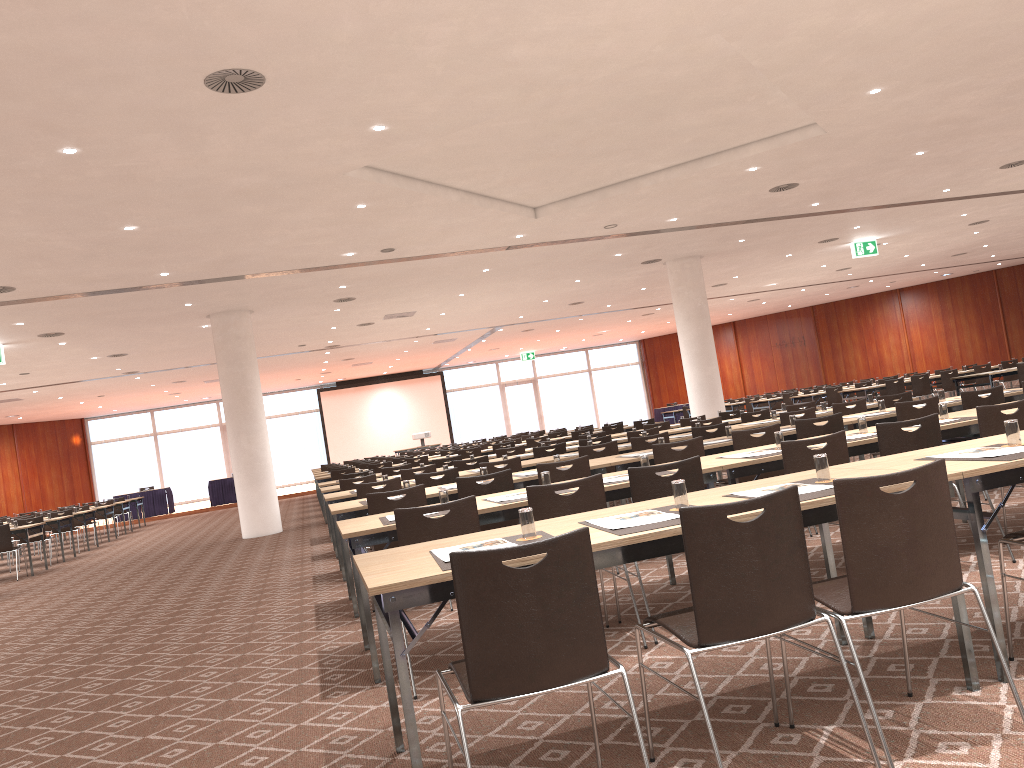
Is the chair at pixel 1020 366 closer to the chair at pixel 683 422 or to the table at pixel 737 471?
the chair at pixel 683 422

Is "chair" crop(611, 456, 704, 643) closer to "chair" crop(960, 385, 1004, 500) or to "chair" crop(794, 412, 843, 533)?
"chair" crop(794, 412, 843, 533)

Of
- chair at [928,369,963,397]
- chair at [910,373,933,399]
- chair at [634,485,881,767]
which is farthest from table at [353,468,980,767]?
chair at [928,369,963,397]

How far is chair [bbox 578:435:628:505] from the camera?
11.10m

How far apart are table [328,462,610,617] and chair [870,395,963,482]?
2.7m

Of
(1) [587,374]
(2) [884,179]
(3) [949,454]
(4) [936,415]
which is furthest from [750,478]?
(1) [587,374]

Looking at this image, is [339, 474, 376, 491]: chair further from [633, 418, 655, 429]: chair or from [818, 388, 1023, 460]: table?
[633, 418, 655, 429]: chair

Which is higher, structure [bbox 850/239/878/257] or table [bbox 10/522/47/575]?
structure [bbox 850/239/878/257]

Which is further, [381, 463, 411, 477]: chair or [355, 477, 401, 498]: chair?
[381, 463, 411, 477]: chair

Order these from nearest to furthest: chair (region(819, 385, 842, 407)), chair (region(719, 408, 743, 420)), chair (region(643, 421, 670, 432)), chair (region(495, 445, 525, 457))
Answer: chair (region(495, 445, 525, 457)) → chair (region(643, 421, 670, 432)) → chair (region(719, 408, 743, 420)) → chair (region(819, 385, 842, 407))
